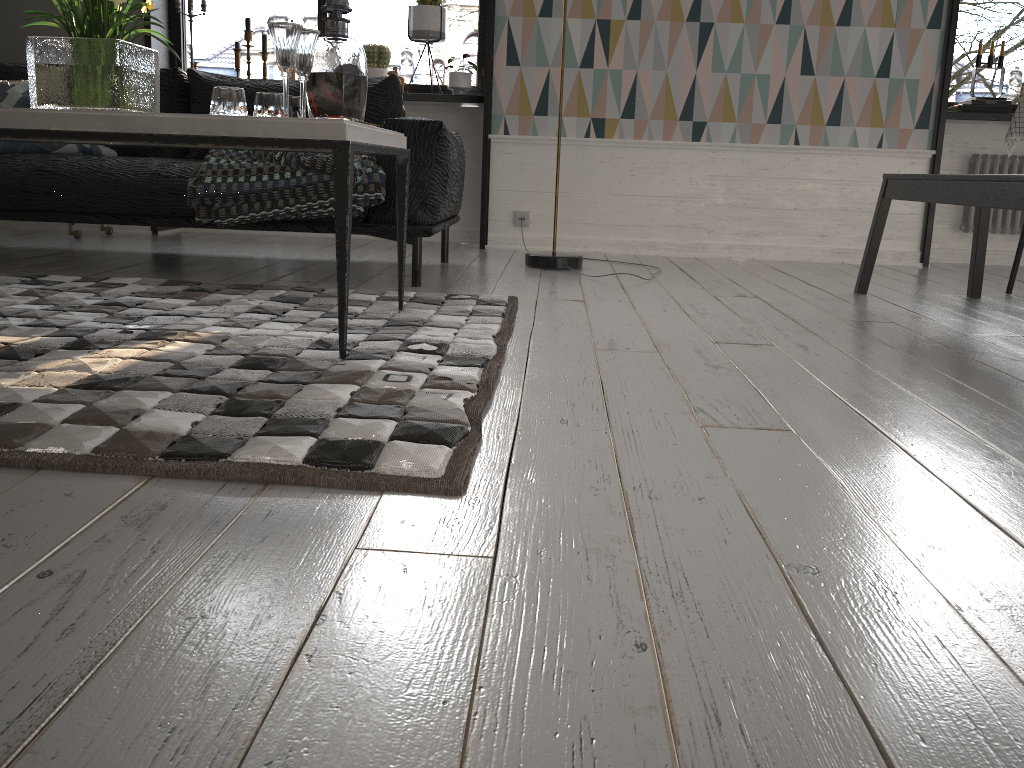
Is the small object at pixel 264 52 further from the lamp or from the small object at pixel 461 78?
the lamp

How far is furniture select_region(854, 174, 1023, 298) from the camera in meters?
2.4

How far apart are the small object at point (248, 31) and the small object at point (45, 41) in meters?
2.6

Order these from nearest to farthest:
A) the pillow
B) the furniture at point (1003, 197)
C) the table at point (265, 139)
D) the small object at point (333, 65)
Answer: the table at point (265, 139), the small object at point (333, 65), the furniture at point (1003, 197), the pillow

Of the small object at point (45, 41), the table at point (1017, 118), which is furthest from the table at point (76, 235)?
the table at point (1017, 118)

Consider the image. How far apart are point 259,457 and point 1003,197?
2.1m

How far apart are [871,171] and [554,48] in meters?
1.7 m

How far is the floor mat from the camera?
1.2 meters

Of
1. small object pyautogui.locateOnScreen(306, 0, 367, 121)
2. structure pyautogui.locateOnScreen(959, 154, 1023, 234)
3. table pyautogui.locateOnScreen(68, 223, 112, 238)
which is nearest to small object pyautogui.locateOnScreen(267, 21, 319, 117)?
small object pyautogui.locateOnScreen(306, 0, 367, 121)

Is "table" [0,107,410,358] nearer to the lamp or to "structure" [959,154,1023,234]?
the lamp
